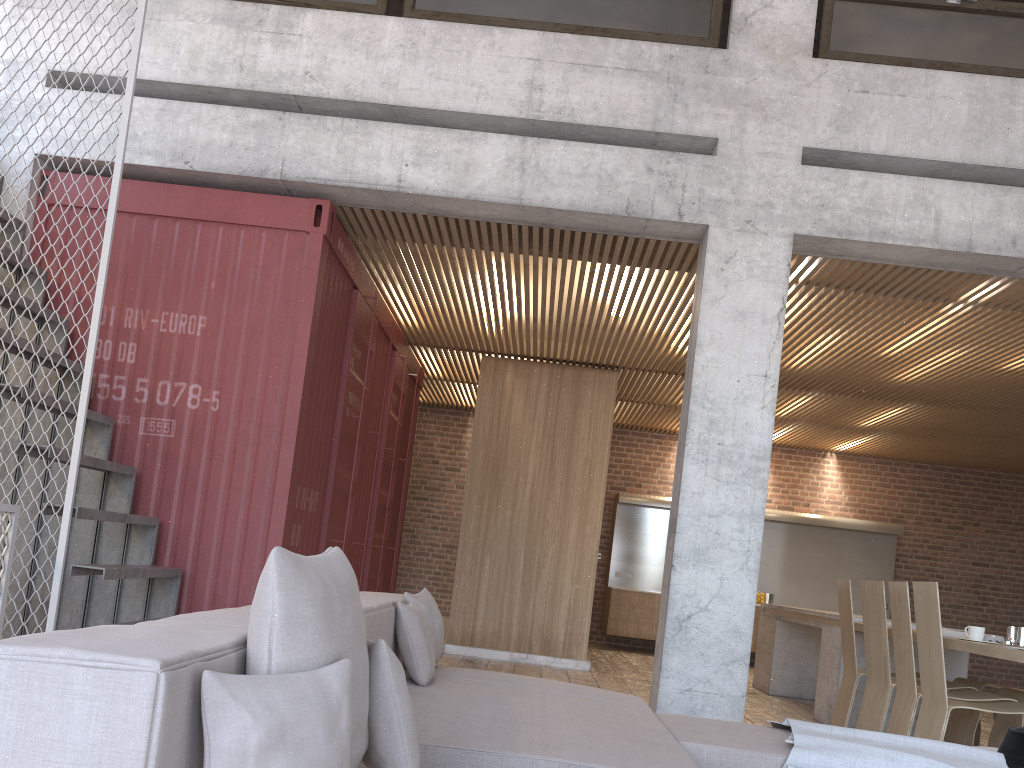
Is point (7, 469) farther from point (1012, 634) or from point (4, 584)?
point (1012, 634)

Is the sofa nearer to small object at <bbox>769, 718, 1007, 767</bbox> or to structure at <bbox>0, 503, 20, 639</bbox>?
small object at <bbox>769, 718, 1007, 767</bbox>

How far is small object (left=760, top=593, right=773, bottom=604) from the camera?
12.15m

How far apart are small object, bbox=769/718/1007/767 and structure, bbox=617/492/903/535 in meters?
8.9 m

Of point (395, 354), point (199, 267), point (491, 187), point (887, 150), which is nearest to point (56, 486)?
point (199, 267)

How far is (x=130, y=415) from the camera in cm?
564

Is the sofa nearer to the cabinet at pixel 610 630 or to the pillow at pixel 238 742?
the pillow at pixel 238 742

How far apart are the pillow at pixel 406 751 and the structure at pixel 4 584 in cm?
310

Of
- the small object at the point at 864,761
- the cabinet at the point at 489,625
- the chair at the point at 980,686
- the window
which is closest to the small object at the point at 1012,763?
the small object at the point at 864,761

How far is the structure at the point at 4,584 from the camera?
4.31m
